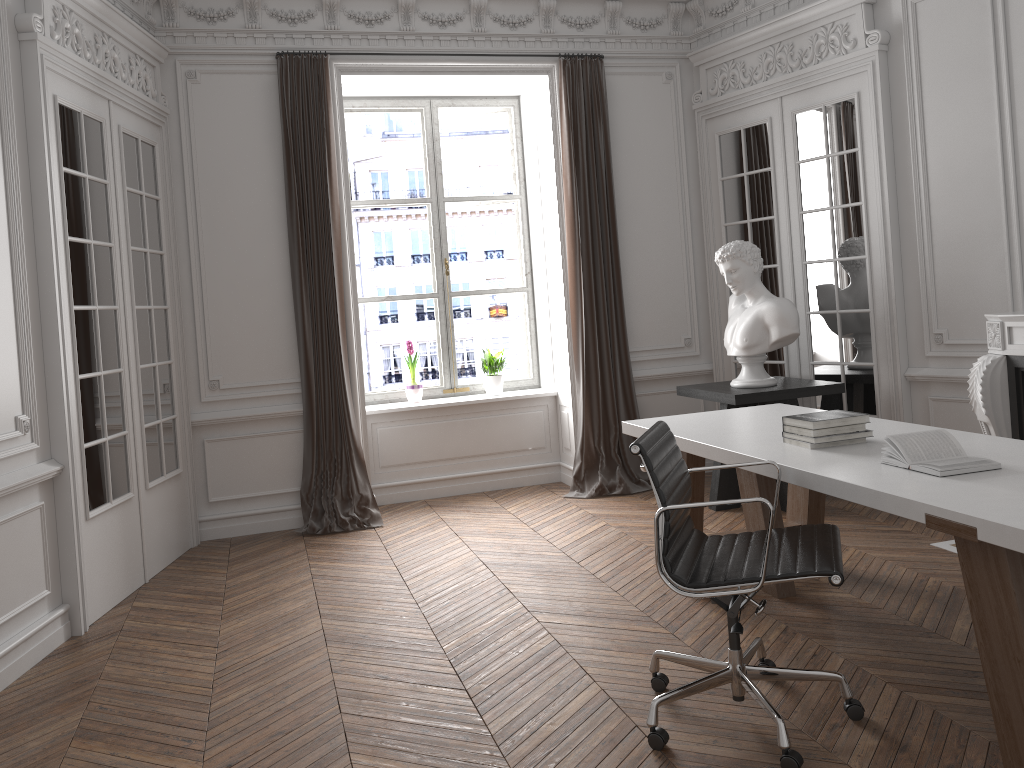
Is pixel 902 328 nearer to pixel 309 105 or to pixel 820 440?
pixel 820 440

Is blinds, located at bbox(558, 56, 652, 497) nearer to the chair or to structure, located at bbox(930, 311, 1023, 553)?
structure, located at bbox(930, 311, 1023, 553)

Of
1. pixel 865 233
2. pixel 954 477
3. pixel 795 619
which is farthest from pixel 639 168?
pixel 954 477

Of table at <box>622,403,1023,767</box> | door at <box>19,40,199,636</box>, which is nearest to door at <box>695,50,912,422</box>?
table at <box>622,403,1023,767</box>

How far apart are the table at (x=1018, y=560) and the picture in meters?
2.7 m

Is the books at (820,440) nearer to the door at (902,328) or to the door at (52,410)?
the door at (902,328)

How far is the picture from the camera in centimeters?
677cm

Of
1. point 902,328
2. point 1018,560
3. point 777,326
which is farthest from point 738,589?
point 902,328

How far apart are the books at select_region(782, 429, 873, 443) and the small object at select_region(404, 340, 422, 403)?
3.74m

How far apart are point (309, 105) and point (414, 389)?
2.1 meters
